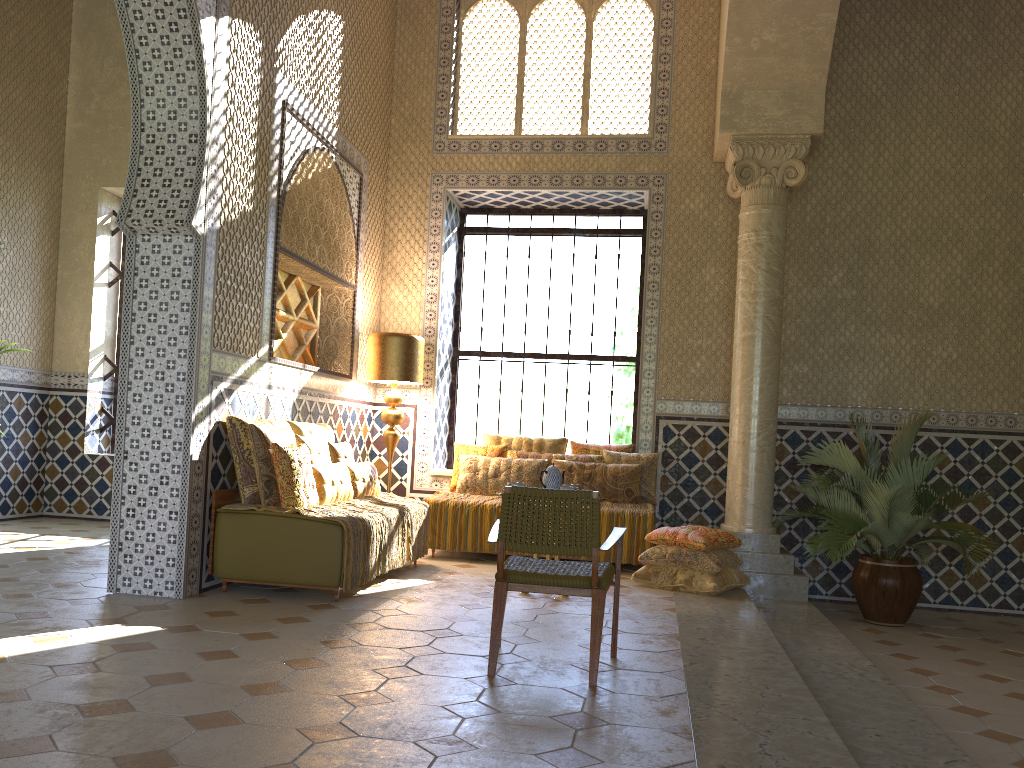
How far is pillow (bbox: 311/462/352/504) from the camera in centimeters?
855cm

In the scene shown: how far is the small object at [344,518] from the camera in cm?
781

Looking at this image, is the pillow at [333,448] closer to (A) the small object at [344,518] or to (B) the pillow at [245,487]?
(A) the small object at [344,518]

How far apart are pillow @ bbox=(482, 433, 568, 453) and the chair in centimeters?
545cm

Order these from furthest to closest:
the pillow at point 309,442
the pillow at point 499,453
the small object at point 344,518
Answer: the pillow at point 499,453, the pillow at point 309,442, the small object at point 344,518

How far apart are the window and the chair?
6.90m

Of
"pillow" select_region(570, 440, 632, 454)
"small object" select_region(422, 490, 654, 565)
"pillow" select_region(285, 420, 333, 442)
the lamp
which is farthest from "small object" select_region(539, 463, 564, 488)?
the lamp

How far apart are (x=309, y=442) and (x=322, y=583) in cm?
171

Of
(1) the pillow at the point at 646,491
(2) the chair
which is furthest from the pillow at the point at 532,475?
(2) the chair

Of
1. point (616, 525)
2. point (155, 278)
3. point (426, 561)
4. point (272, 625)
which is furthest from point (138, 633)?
point (616, 525)
